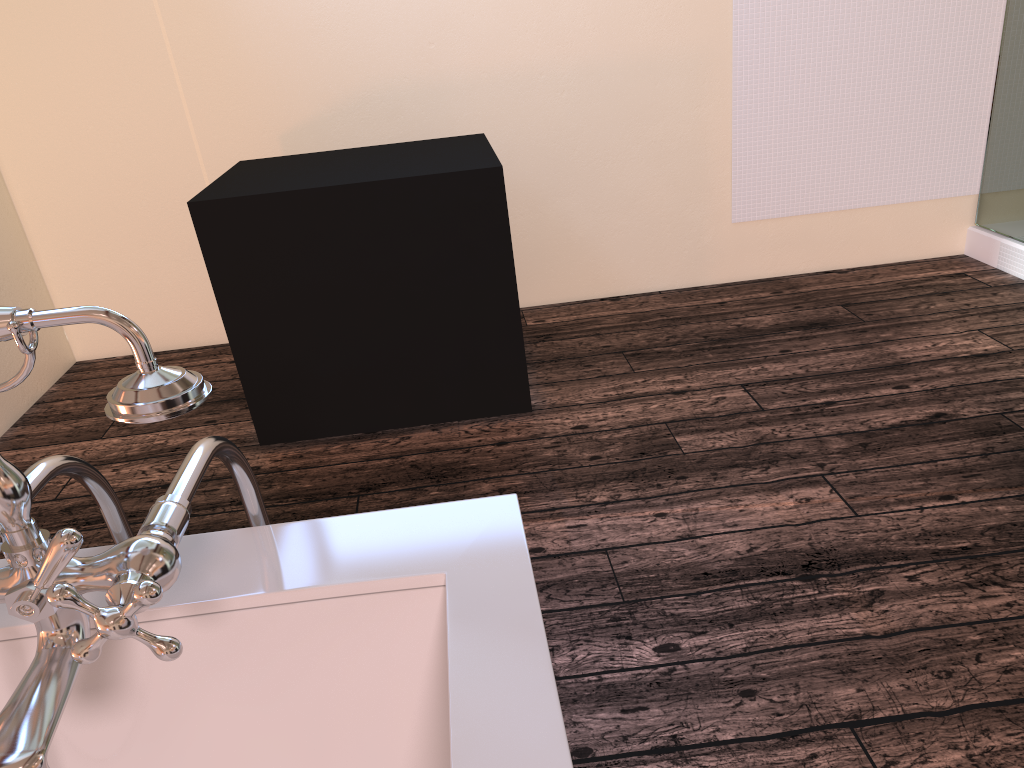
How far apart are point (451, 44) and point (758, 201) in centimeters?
142cm

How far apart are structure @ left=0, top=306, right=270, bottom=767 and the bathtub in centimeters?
2cm

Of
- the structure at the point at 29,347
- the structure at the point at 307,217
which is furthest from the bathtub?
the structure at the point at 307,217

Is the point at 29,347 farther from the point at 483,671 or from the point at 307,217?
the point at 307,217

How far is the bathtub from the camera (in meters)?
0.75

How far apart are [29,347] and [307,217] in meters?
2.0

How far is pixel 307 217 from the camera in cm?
249

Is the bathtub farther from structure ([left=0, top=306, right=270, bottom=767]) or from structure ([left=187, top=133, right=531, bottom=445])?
structure ([left=187, top=133, right=531, bottom=445])

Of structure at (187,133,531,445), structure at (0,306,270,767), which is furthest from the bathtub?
structure at (187,133,531,445)

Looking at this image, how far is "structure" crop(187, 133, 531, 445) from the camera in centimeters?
249cm
